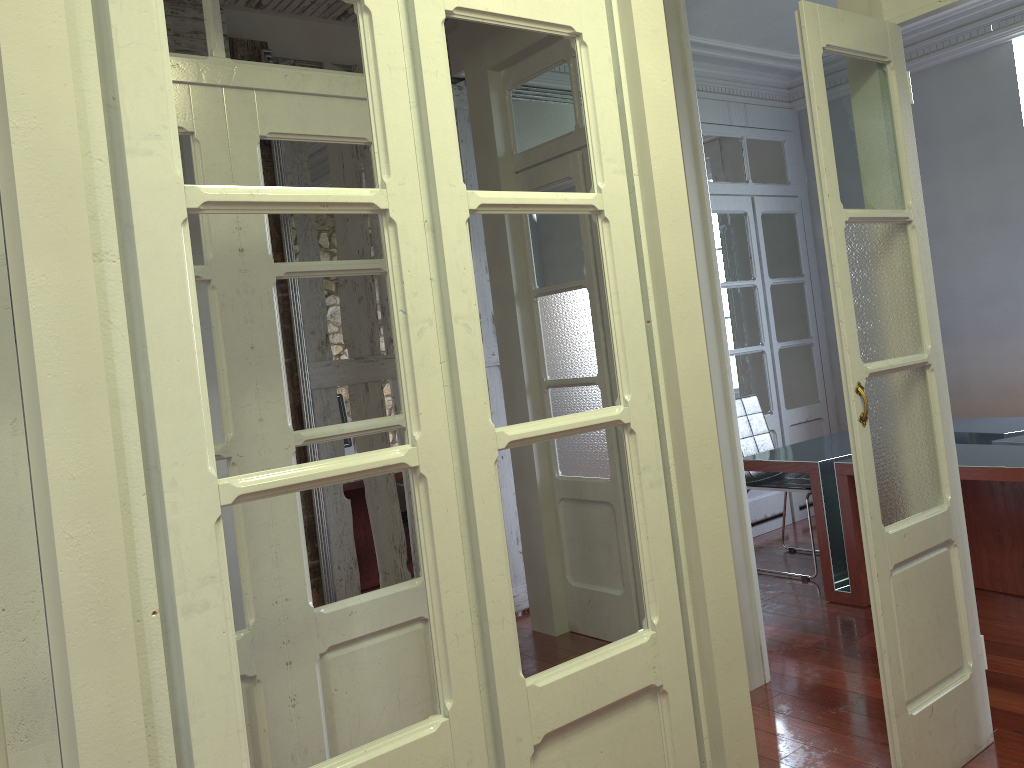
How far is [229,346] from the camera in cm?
218

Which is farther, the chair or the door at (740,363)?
the door at (740,363)

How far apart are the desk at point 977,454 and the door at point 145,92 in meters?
2.3

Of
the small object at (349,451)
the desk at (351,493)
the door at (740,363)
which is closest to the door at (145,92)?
the desk at (351,493)

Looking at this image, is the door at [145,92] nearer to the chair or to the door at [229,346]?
the door at [229,346]

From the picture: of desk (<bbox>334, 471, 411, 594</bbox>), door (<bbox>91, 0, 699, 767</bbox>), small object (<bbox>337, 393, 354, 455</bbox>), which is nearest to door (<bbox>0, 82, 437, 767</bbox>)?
door (<bbox>91, 0, 699, 767</bbox>)

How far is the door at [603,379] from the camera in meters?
3.8

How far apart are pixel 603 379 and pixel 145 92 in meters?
2.8 m

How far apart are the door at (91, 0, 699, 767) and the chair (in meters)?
2.91

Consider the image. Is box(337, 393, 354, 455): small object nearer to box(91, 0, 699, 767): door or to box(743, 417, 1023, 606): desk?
box(743, 417, 1023, 606): desk
